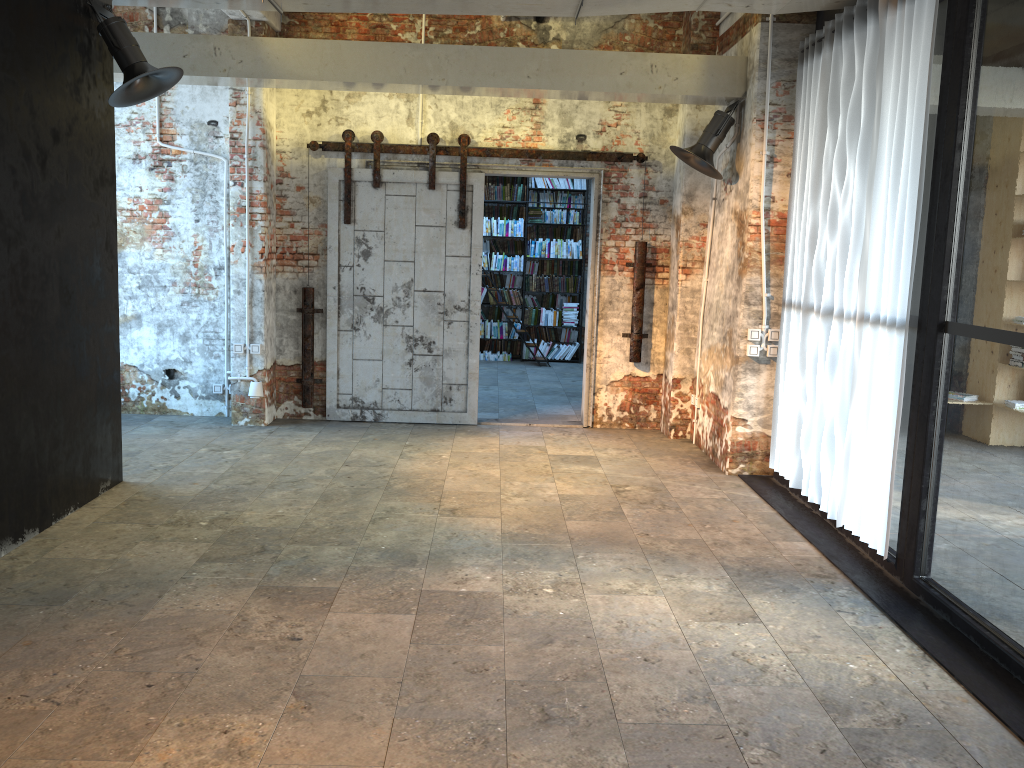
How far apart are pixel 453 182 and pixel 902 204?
4.42m

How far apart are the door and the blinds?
1.9m

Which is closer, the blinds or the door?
the blinds

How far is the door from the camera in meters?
8.1

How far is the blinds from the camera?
4.6m

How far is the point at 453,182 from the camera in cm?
811
